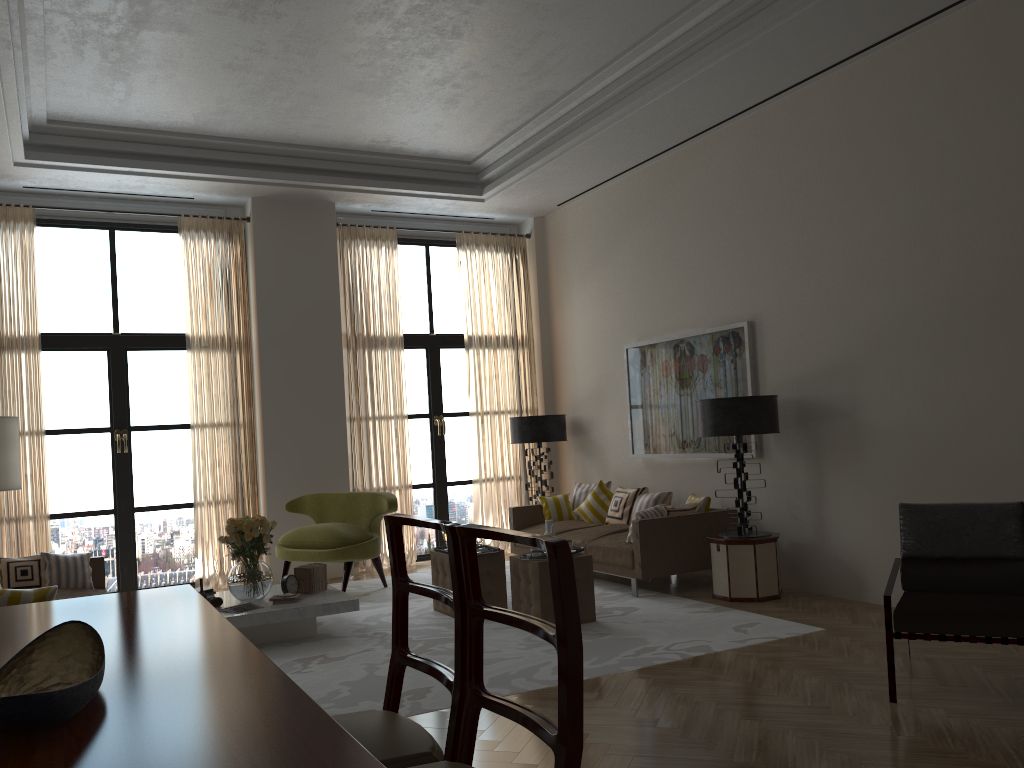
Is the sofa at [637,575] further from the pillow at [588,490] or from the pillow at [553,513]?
the pillow at [588,490]

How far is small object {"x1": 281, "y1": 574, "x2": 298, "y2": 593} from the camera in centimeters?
839cm

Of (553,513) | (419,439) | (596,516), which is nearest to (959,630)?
(596,516)

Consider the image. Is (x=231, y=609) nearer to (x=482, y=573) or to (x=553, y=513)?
(x=482, y=573)

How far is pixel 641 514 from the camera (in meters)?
9.34

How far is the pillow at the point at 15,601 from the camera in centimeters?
586cm

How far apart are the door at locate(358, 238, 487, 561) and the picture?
3.0m

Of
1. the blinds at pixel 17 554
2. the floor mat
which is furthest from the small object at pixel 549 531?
the blinds at pixel 17 554

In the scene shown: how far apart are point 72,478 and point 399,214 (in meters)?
5.64

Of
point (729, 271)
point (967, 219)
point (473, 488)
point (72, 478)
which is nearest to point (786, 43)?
point (967, 219)
